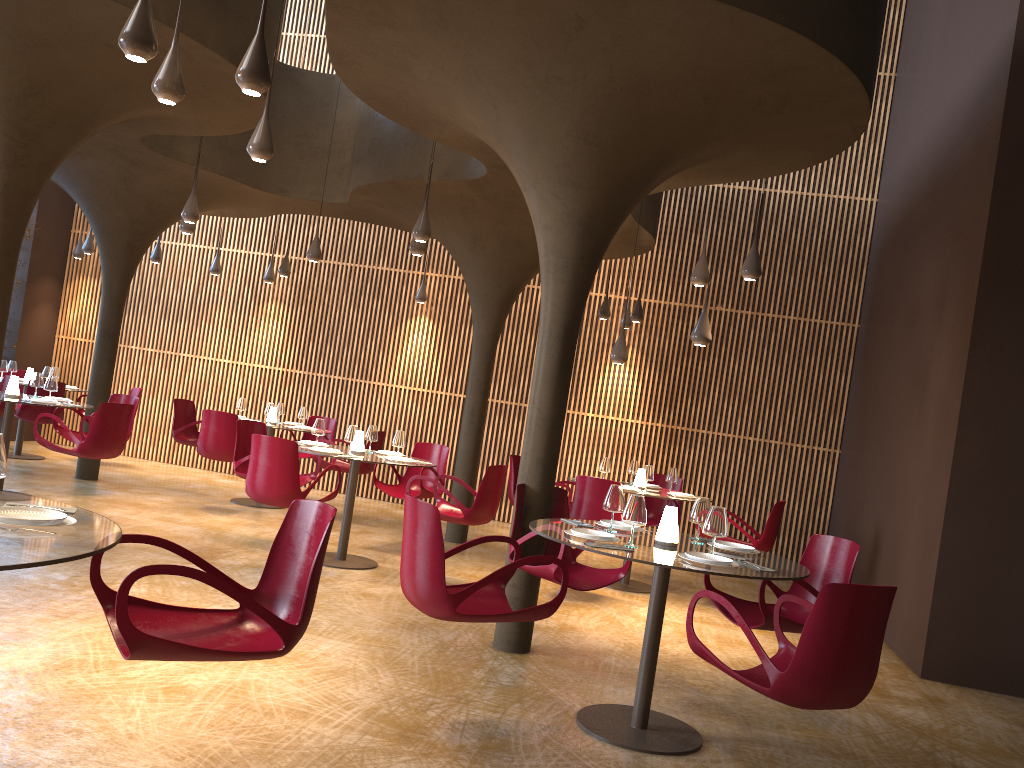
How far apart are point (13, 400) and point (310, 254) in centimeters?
383cm

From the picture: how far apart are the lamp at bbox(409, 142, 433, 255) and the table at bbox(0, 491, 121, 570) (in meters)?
6.31

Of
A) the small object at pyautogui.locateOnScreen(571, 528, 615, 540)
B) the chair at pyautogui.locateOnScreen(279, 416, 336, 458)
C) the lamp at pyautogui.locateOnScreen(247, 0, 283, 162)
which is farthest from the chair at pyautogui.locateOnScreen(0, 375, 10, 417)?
the small object at pyautogui.locateOnScreen(571, 528, 615, 540)

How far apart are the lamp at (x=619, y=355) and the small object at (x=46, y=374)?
8.95m

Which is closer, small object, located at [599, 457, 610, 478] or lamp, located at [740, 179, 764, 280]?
lamp, located at [740, 179, 764, 280]

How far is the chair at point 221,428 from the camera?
10.7 meters

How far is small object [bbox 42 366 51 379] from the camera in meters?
13.3

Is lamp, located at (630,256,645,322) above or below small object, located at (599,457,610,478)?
above

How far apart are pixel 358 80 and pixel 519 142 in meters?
1.5

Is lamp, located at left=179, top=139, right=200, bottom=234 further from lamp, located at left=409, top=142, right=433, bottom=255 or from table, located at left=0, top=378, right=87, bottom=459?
table, located at left=0, top=378, right=87, bottom=459
